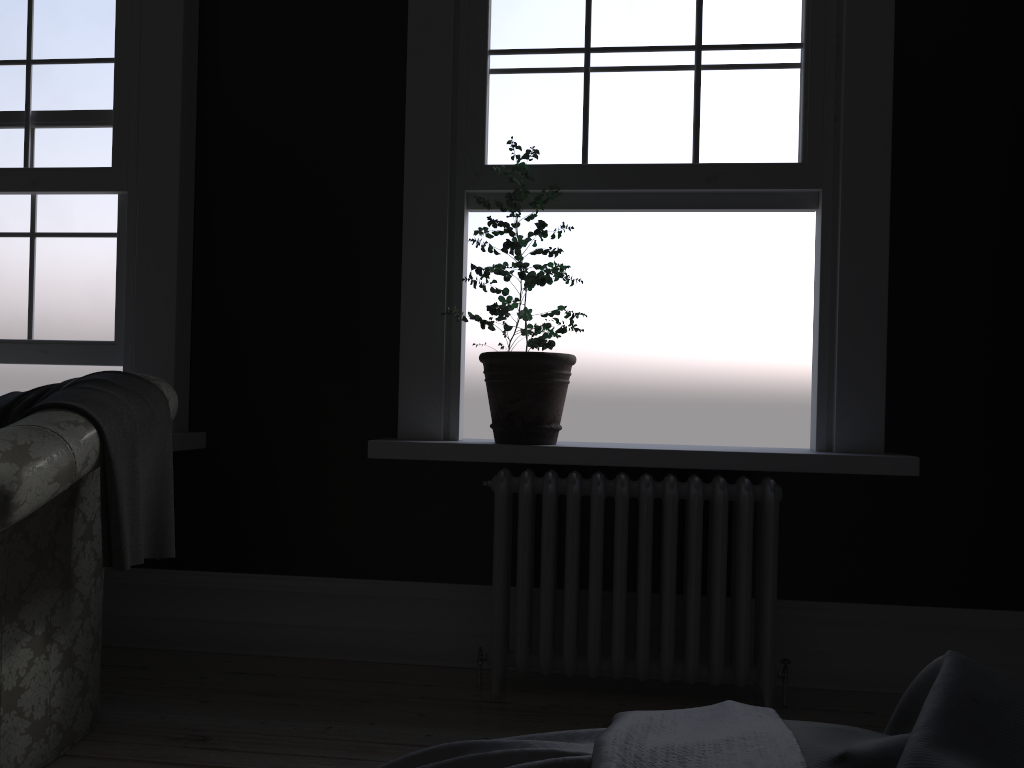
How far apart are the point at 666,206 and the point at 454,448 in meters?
1.3

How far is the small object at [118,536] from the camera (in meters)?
2.37

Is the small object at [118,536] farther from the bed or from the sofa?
the bed

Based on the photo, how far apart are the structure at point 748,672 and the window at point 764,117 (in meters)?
1.23

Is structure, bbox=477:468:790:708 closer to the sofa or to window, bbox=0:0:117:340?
the sofa

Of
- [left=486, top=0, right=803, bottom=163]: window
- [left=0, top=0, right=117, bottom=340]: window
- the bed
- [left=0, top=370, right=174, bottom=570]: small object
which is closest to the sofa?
[left=0, top=370, right=174, bottom=570]: small object

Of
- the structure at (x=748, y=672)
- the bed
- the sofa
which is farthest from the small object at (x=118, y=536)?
the bed

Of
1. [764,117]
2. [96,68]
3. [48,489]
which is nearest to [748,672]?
[764,117]

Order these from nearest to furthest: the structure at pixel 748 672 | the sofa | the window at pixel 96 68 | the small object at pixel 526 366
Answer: the sofa, the structure at pixel 748 672, the small object at pixel 526 366, the window at pixel 96 68

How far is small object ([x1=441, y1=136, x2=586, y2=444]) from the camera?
3.2 meters
